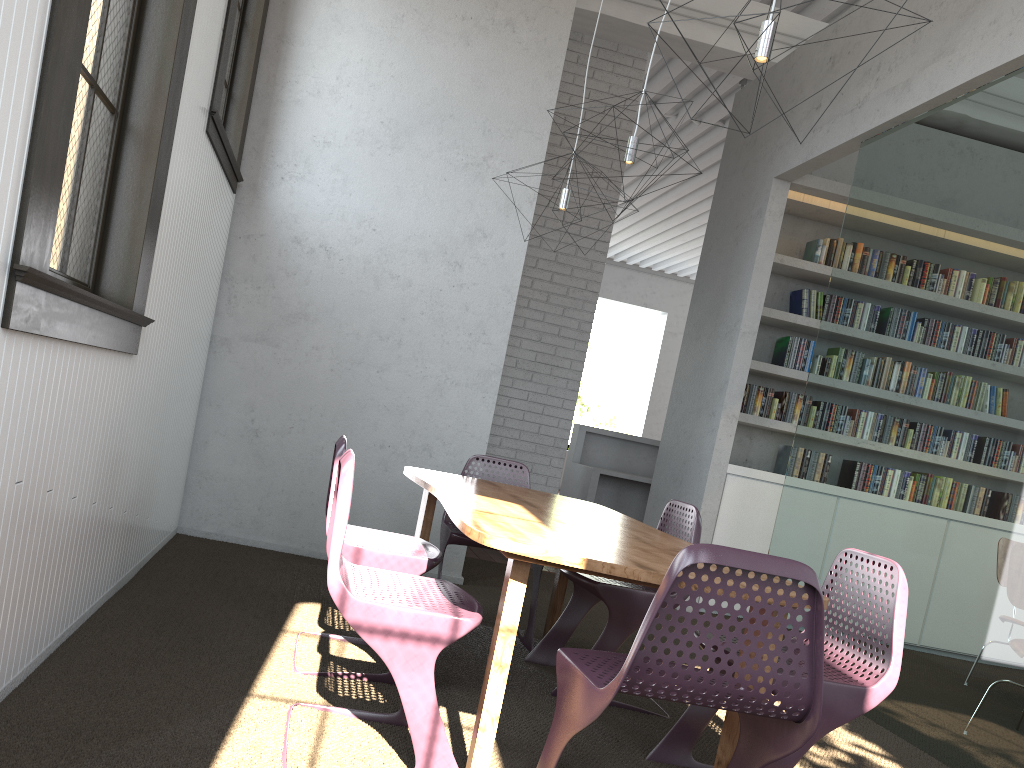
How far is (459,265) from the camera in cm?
504

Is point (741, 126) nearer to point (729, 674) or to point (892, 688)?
point (892, 688)
